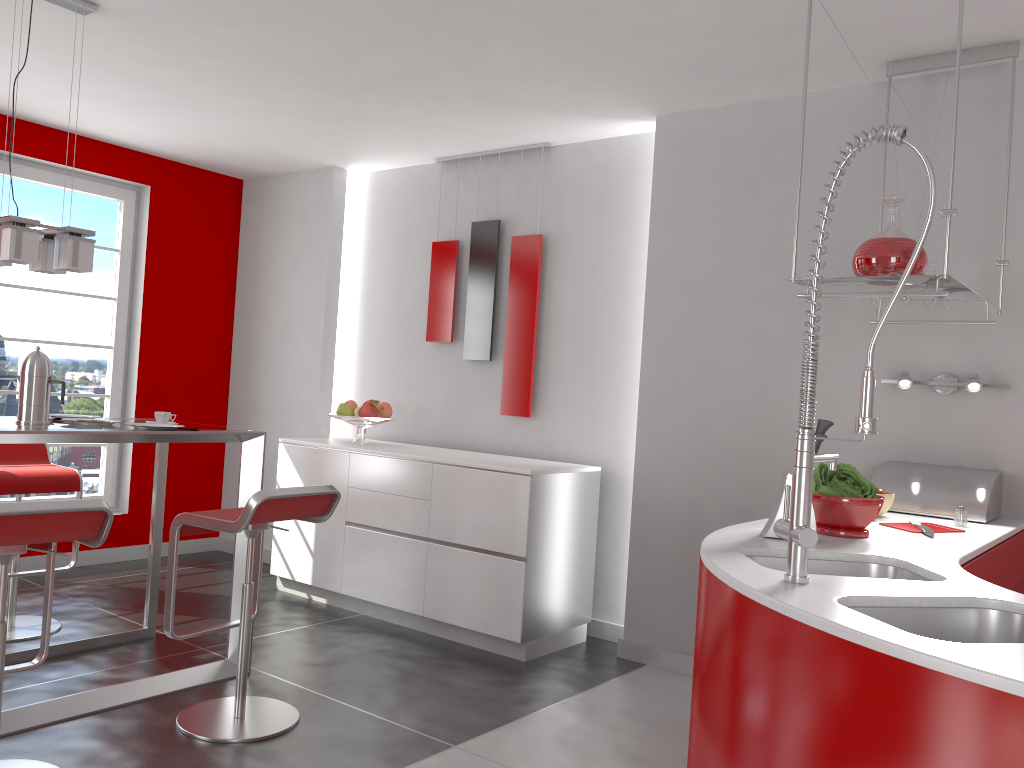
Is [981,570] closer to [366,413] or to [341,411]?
[366,413]

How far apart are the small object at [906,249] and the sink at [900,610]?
1.2 meters

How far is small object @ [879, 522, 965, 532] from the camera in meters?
2.8 m

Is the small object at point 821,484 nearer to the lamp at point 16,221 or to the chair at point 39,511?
the chair at point 39,511

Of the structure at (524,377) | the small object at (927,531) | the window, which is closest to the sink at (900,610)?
the small object at (927,531)

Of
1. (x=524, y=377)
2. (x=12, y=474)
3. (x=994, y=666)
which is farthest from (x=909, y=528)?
(x=12, y=474)

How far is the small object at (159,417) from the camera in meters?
3.6 m

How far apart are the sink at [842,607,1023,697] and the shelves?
1.04m

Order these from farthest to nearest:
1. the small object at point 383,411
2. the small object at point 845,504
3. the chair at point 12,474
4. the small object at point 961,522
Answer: the small object at point 383,411 < the chair at point 12,474 < the small object at point 961,522 < the small object at point 845,504

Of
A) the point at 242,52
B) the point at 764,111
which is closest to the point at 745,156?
the point at 764,111
